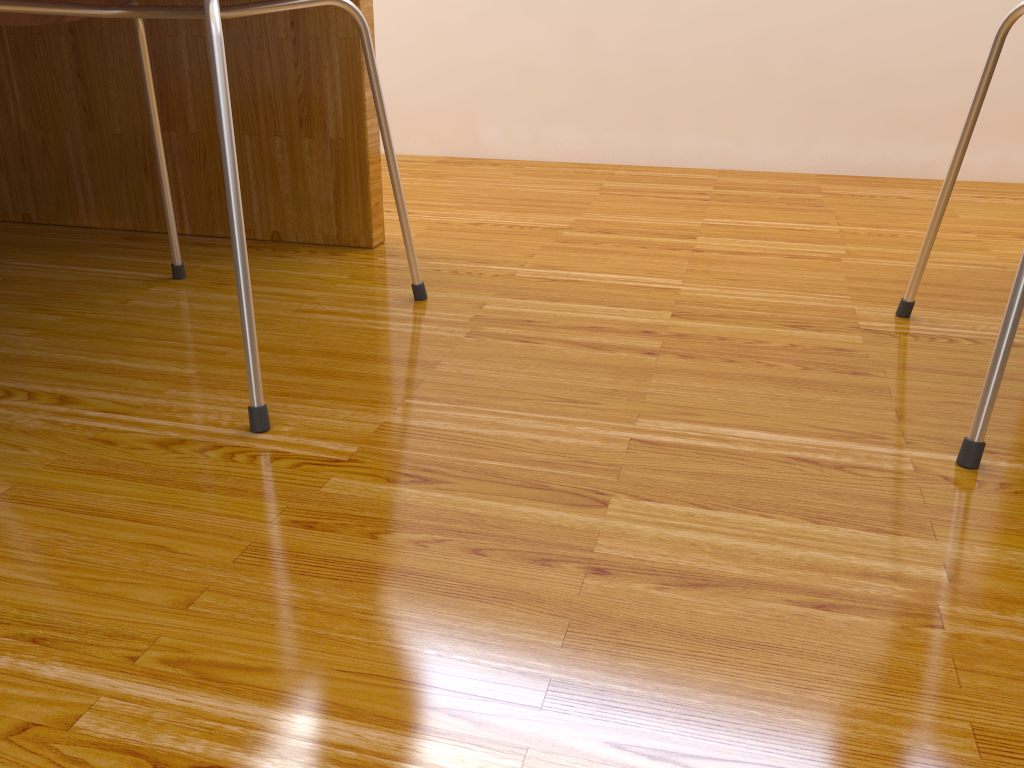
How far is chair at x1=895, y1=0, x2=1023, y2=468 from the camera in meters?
0.7

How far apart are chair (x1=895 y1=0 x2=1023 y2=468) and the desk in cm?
77

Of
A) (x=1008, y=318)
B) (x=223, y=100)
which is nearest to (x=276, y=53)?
(x=223, y=100)

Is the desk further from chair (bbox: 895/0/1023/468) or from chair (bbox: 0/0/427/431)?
chair (bbox: 895/0/1023/468)

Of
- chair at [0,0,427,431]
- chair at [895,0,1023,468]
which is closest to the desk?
chair at [0,0,427,431]

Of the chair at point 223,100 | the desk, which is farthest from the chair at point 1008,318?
the desk

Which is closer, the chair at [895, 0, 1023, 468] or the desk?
the chair at [895, 0, 1023, 468]

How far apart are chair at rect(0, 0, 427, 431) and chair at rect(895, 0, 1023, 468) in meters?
0.6 m

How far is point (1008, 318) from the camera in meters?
0.7 m

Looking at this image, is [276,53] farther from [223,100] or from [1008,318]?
[1008,318]
